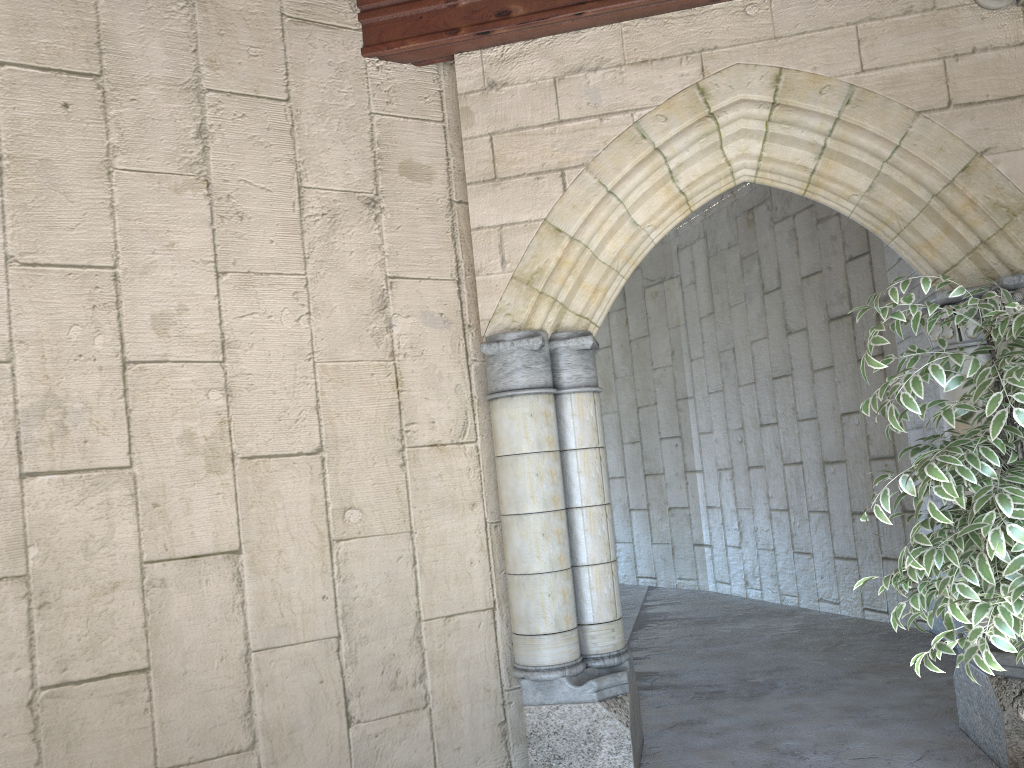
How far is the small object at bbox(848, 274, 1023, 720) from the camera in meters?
1.9 m

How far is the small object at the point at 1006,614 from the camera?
1.91m
